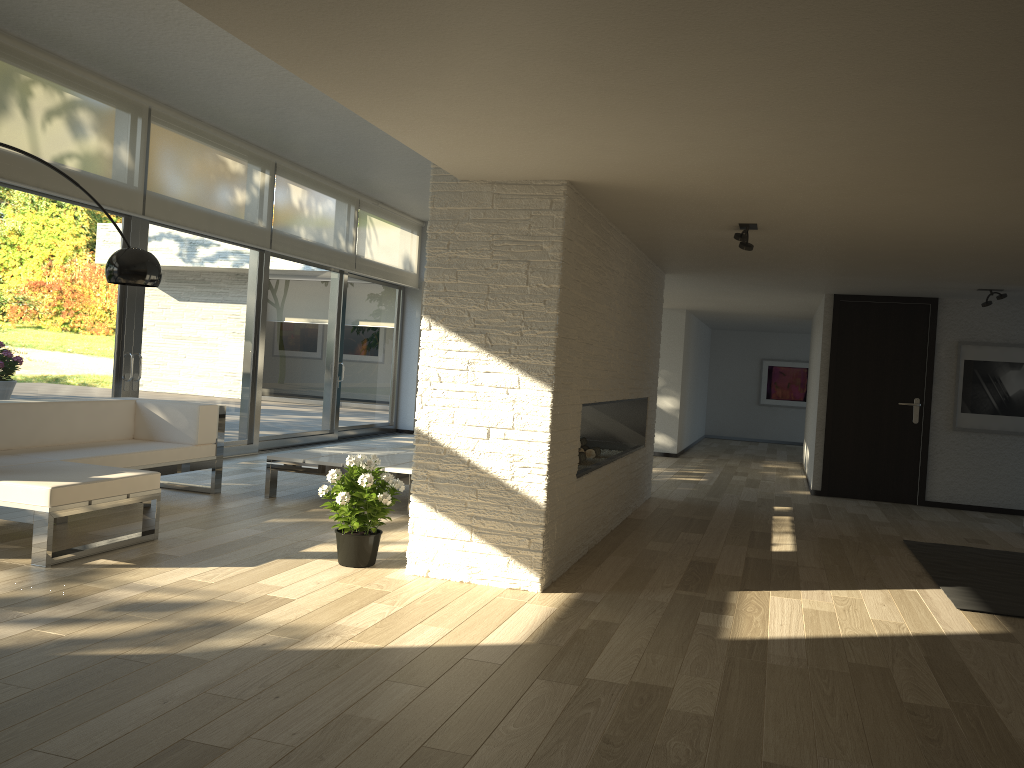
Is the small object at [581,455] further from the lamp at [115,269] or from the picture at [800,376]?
the picture at [800,376]

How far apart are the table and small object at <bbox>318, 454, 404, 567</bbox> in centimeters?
134cm

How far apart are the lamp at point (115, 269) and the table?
2.0 meters

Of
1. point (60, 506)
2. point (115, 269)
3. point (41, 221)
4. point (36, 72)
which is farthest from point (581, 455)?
point (36, 72)

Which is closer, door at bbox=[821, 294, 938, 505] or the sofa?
the sofa

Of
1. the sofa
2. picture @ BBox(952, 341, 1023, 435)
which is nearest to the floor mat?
picture @ BBox(952, 341, 1023, 435)

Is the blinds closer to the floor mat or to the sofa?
the sofa

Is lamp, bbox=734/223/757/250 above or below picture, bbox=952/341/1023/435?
above

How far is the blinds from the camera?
6.1 meters

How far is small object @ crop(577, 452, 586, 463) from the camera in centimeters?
611cm
